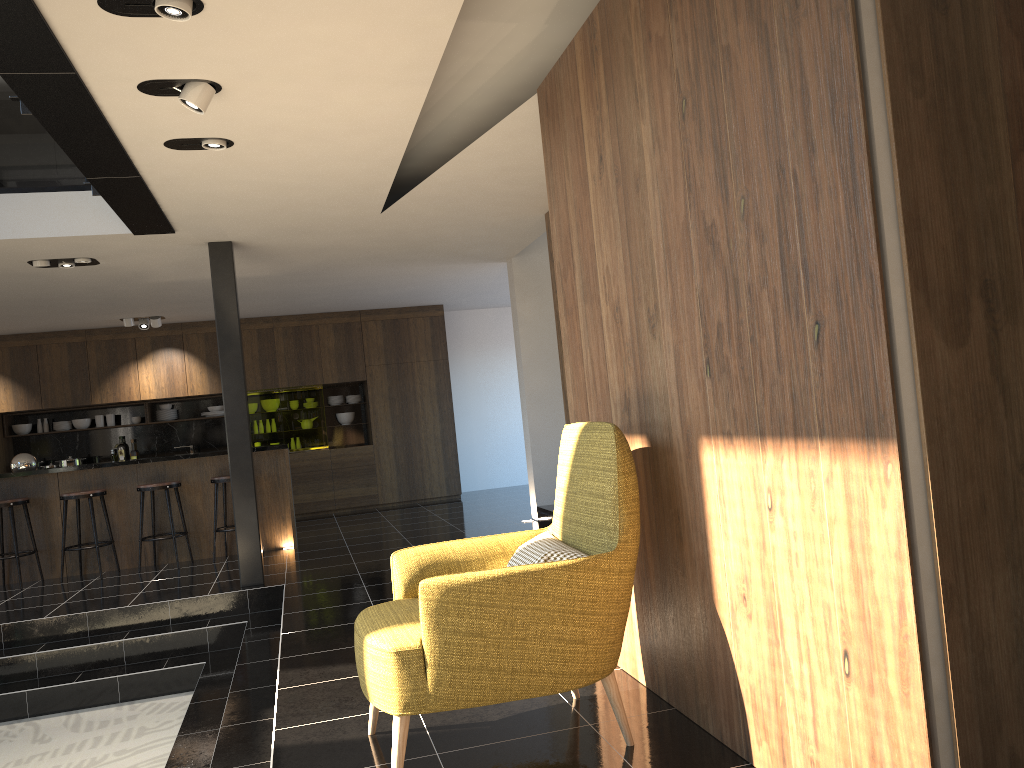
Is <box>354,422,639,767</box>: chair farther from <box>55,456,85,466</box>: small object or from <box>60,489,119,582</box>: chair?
<box>55,456,85,466</box>: small object

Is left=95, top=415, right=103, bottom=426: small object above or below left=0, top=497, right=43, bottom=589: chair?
above

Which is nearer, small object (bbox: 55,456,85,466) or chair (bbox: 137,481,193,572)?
chair (bbox: 137,481,193,572)

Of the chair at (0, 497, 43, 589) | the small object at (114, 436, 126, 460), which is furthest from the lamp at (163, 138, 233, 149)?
the small object at (114, 436, 126, 460)

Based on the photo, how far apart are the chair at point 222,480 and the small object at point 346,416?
4.1 meters

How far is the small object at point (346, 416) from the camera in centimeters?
1237cm

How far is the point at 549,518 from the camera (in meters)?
8.57

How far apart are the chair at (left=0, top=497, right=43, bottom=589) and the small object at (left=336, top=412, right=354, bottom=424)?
4.8m

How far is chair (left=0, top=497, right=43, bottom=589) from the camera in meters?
7.9

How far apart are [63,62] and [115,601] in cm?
462
